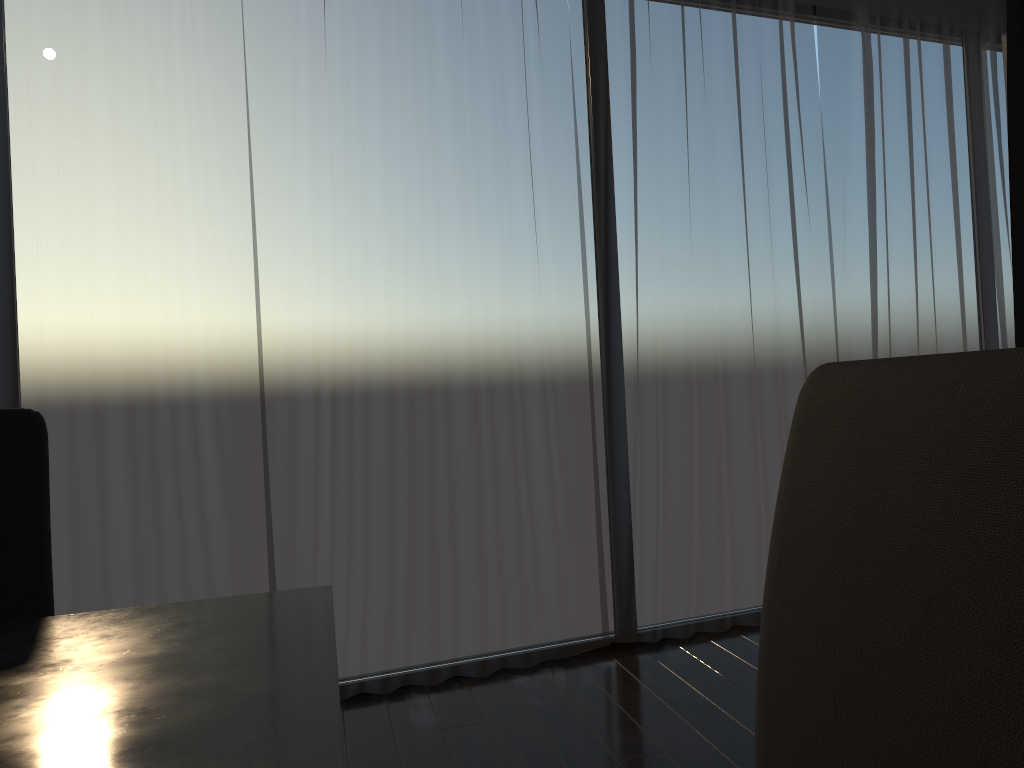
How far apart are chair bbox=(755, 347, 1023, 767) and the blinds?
2.2 meters

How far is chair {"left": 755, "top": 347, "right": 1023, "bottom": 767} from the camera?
0.5m

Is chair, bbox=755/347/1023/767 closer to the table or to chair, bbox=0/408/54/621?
the table

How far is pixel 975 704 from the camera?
0.50m

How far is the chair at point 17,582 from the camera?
1.12m

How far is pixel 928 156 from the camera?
3.7 meters

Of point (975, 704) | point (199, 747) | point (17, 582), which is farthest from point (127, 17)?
point (975, 704)

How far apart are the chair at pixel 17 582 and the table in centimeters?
29cm

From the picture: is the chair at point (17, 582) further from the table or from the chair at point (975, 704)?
the chair at point (975, 704)

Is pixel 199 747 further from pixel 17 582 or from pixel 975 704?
pixel 17 582
